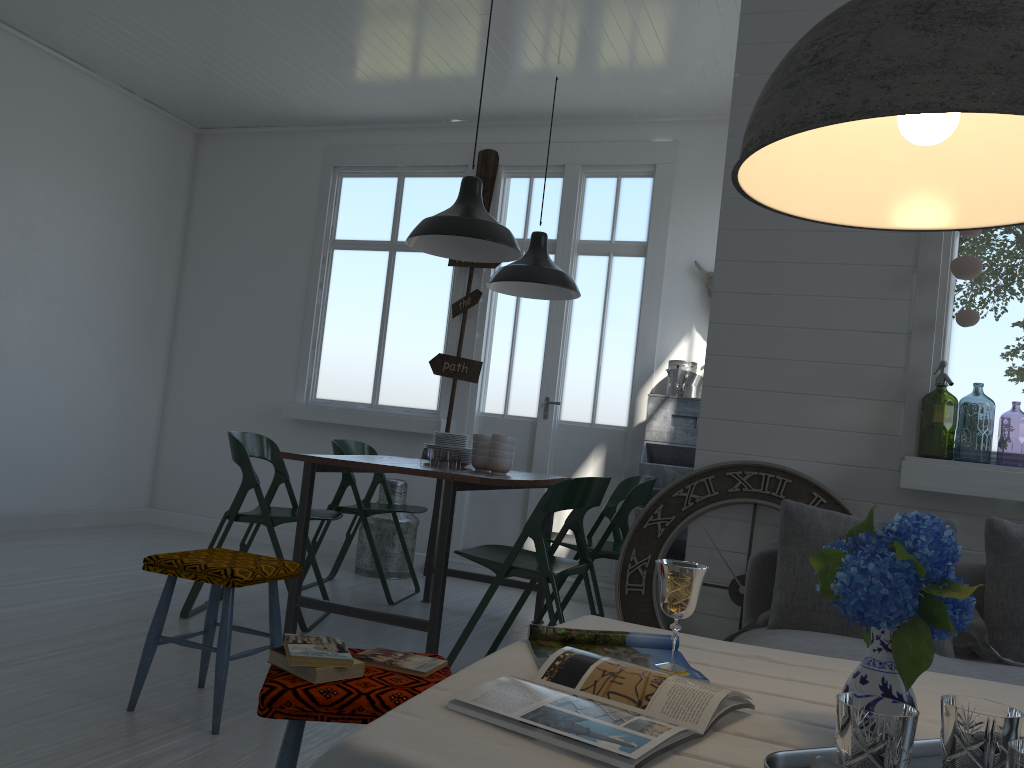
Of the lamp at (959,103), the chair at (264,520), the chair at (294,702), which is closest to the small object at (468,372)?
the chair at (264,520)

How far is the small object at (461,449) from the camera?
5.0 meters

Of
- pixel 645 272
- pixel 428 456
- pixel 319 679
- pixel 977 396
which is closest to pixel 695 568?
pixel 319 679

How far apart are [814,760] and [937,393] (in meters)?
5.90

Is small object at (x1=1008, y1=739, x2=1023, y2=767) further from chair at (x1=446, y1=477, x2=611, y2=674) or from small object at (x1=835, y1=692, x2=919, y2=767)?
chair at (x1=446, y1=477, x2=611, y2=674)

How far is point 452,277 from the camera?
7.31m

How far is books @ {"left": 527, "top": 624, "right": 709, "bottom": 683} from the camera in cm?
166

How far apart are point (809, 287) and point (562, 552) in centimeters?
338cm

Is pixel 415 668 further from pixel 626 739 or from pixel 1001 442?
pixel 1001 442

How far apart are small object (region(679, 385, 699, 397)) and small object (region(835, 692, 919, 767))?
5.00m
